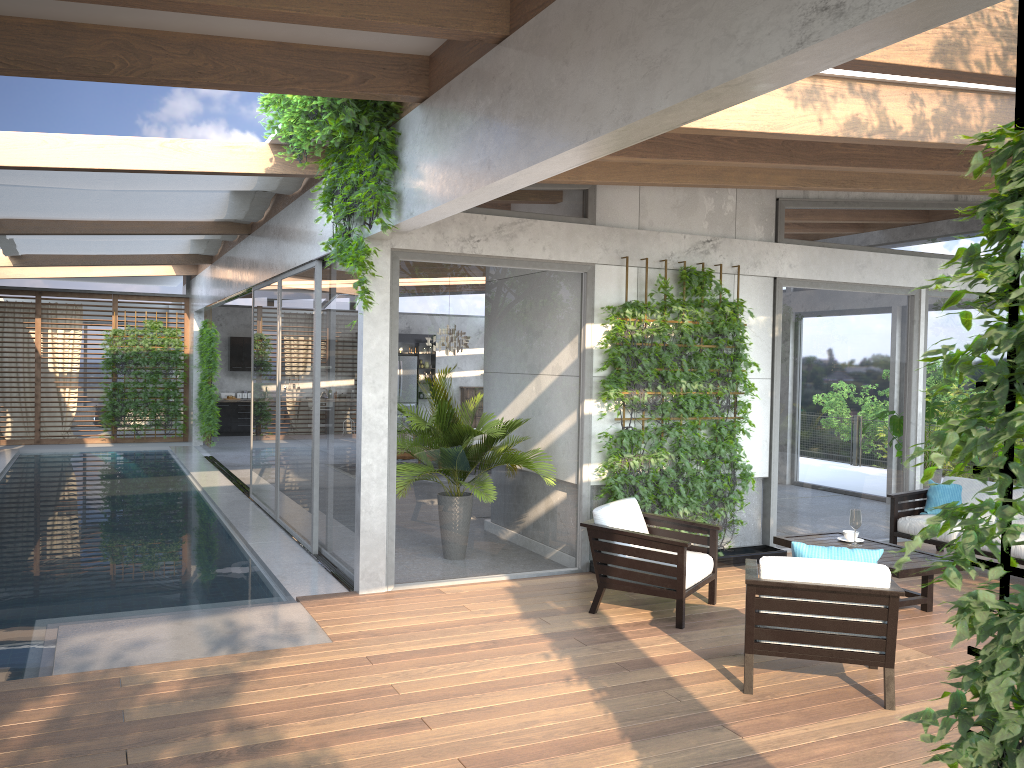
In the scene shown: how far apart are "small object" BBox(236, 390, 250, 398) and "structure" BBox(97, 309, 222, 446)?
2.15m

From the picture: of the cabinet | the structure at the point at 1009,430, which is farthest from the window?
the structure at the point at 1009,430

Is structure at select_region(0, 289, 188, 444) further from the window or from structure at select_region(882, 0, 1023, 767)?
structure at select_region(882, 0, 1023, 767)

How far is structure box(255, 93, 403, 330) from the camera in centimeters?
584cm

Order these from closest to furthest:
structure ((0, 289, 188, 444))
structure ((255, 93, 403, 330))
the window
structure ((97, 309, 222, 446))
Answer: structure ((255, 93, 403, 330)) < the window < structure ((97, 309, 222, 446)) < structure ((0, 289, 188, 444))

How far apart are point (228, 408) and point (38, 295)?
4.60m

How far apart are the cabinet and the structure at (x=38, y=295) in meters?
1.9

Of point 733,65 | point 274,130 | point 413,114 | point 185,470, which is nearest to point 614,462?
point 413,114

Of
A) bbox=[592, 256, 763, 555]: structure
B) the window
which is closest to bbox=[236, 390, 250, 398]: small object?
the window

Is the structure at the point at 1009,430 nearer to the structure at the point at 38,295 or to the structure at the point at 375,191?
the structure at the point at 375,191
